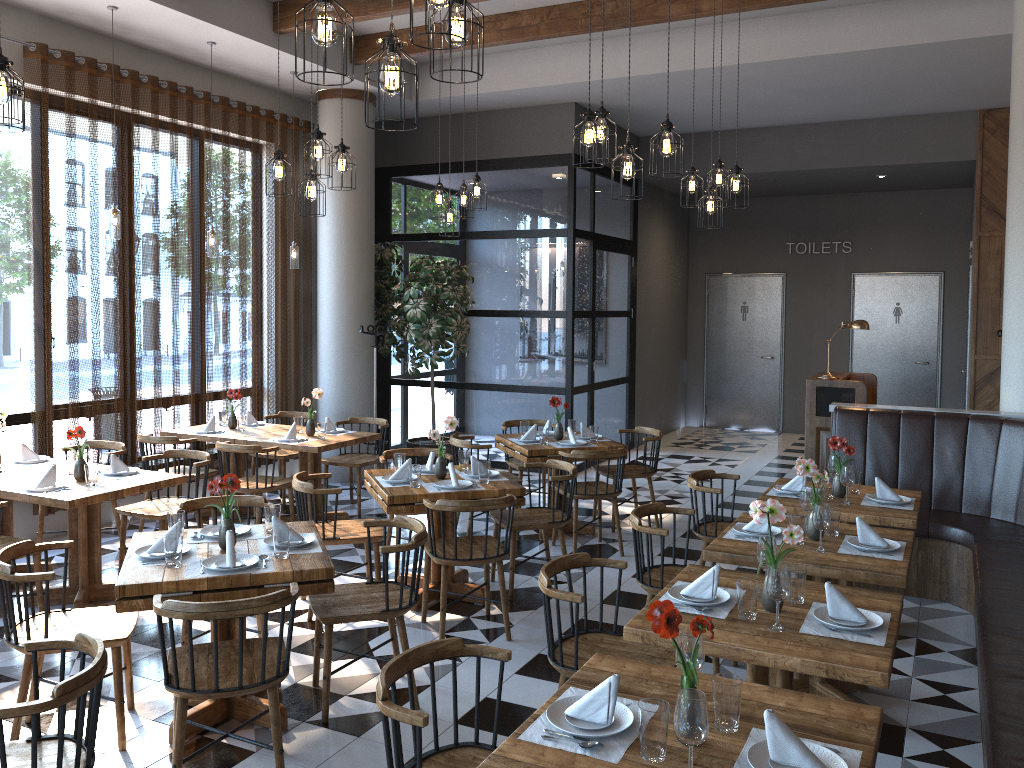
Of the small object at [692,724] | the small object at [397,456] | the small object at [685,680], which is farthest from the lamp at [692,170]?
the small object at [692,724]

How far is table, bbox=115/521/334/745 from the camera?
3.5 meters

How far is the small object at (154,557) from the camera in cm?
381

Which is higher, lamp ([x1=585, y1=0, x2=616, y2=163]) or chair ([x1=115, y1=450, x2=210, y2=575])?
lamp ([x1=585, y1=0, x2=616, y2=163])

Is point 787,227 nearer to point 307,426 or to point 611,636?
point 307,426

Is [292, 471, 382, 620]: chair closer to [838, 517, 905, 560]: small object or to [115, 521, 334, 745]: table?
[115, 521, 334, 745]: table

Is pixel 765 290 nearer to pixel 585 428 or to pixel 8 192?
pixel 585 428

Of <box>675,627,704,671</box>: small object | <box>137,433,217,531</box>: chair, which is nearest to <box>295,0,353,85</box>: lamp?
<box>675,627,704,671</box>: small object

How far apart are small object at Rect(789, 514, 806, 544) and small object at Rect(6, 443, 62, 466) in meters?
4.9 m

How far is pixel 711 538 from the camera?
5.4 meters
